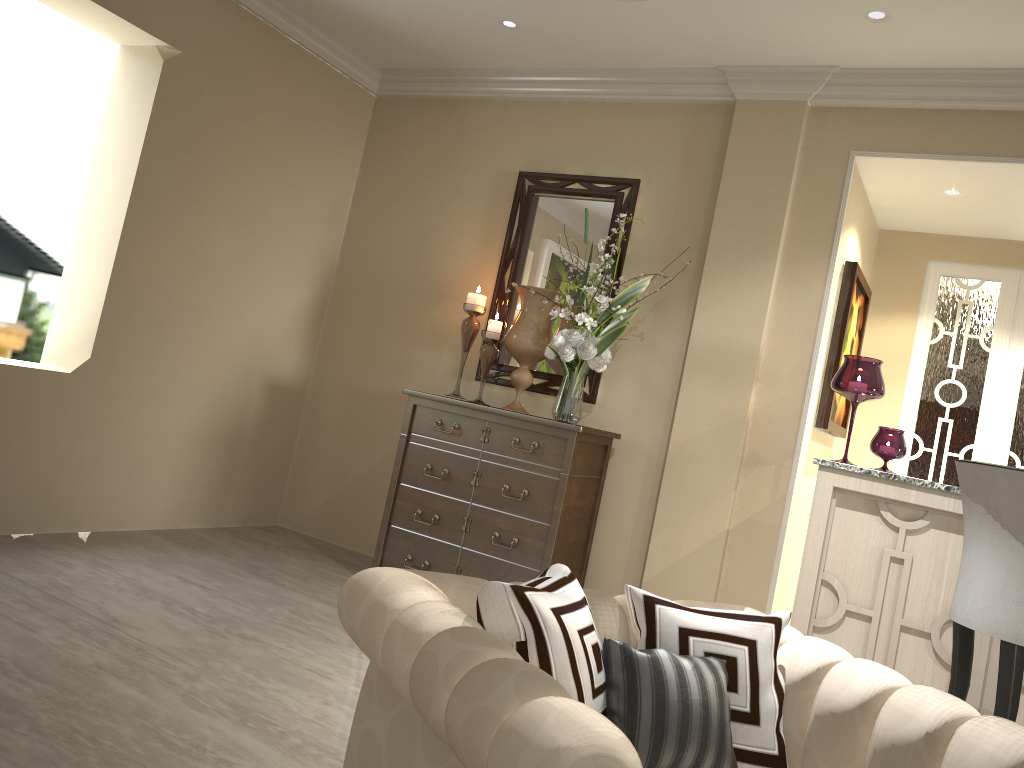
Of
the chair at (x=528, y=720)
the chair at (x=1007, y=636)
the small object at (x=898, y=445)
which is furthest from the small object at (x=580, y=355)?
the chair at (x=528, y=720)

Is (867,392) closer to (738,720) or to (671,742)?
(738,720)

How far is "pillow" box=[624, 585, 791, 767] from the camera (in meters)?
1.37

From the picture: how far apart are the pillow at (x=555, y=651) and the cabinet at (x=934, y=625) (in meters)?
1.76

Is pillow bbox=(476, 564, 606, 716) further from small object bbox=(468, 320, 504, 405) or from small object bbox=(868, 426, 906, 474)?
small object bbox=(468, 320, 504, 405)

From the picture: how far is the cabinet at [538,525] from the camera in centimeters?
337cm

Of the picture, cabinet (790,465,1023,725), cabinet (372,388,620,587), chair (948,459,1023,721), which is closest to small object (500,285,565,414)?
cabinet (372,388,620,587)

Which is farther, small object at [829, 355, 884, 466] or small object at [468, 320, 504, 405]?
small object at [468, 320, 504, 405]

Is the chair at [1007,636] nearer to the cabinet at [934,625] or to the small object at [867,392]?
the cabinet at [934,625]

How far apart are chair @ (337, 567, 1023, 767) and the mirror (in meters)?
2.17
